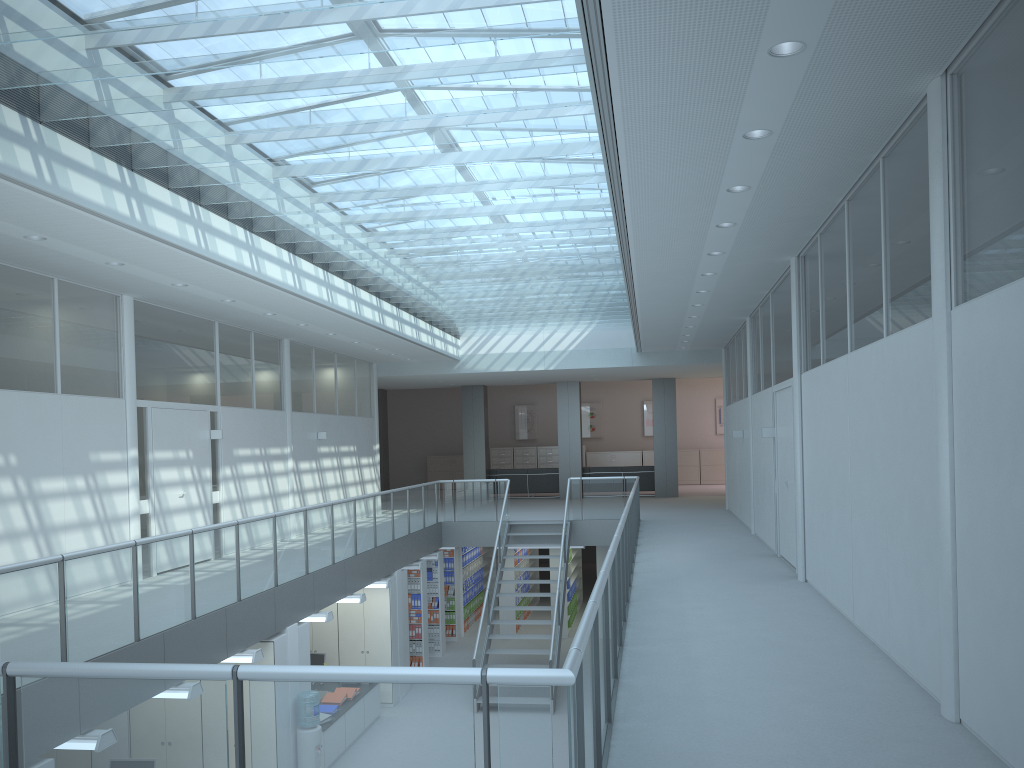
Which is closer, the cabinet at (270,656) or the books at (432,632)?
the cabinet at (270,656)

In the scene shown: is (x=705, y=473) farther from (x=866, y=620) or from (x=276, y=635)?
(x=866, y=620)

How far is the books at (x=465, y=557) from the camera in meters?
17.0

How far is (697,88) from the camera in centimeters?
433cm

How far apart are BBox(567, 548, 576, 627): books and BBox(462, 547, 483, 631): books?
1.95m

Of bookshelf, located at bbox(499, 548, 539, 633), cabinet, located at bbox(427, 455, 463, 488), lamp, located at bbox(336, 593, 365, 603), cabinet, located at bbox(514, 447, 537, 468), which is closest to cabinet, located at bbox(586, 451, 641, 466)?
cabinet, located at bbox(514, 447, 537, 468)

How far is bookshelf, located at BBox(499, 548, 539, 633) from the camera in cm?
1647

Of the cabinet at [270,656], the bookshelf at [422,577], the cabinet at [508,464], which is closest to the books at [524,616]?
the bookshelf at [422,577]

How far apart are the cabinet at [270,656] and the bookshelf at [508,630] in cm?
813

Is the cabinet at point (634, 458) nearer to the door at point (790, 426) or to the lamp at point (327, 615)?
the door at point (790, 426)
